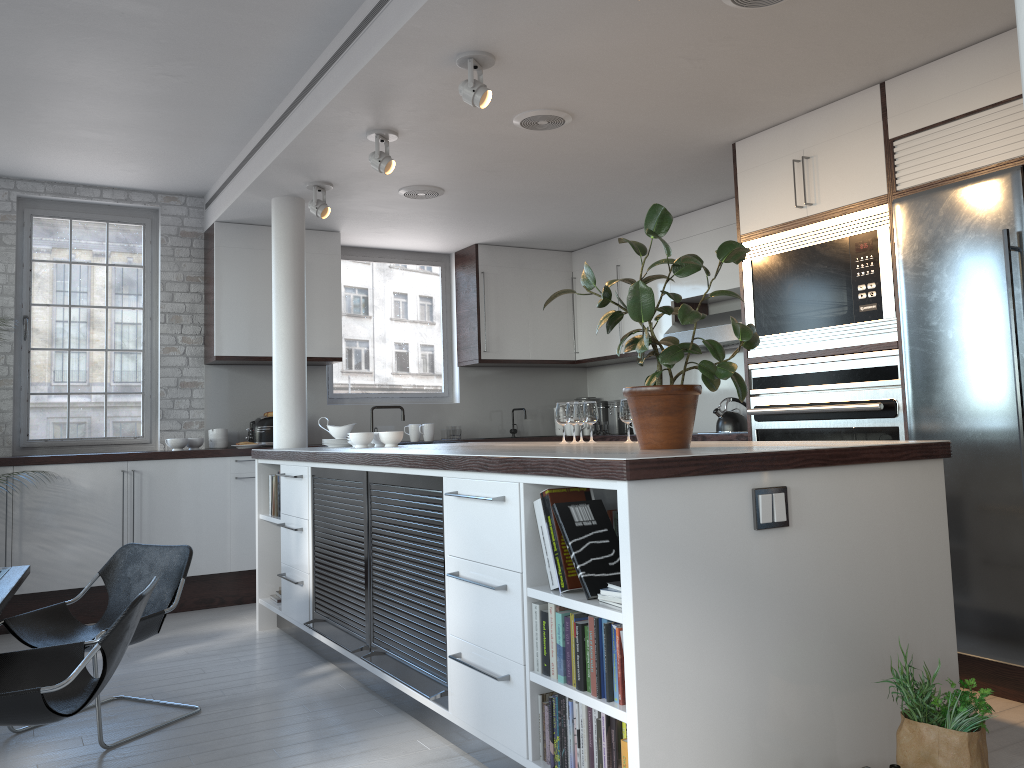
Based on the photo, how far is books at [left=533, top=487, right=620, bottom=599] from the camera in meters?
2.8 m

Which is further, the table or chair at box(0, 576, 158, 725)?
the table

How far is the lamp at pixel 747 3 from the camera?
3.6m

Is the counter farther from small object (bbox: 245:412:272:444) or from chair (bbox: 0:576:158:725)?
small object (bbox: 245:412:272:444)

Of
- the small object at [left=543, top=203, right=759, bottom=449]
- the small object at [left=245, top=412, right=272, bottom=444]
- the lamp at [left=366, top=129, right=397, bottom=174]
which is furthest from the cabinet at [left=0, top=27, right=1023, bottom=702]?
the lamp at [left=366, top=129, right=397, bottom=174]

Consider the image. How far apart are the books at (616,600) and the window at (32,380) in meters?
5.5

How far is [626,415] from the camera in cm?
440

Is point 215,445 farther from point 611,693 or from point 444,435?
point 611,693

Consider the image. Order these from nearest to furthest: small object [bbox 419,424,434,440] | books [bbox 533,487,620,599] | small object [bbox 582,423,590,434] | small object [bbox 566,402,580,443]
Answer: books [bbox 533,487,620,599]
small object [bbox 566,402,580,443]
small object [bbox 419,424,434,440]
small object [bbox 582,423,590,434]

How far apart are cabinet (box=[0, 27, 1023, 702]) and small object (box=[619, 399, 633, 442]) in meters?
1.2
